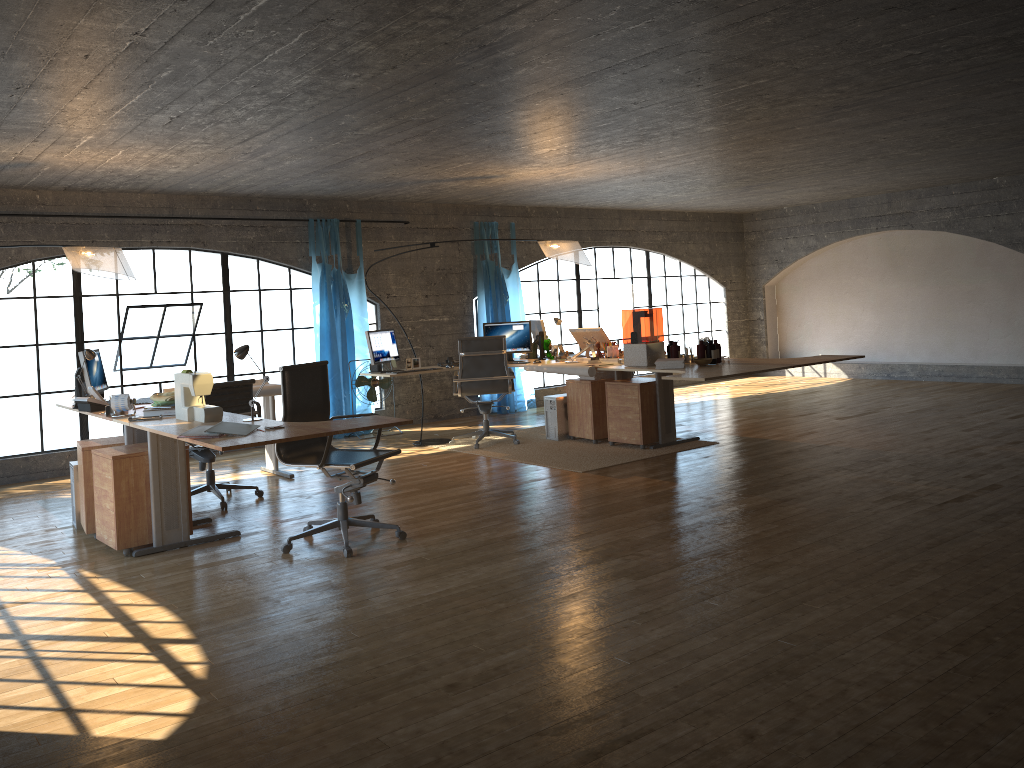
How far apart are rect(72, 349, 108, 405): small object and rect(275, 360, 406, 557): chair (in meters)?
2.00

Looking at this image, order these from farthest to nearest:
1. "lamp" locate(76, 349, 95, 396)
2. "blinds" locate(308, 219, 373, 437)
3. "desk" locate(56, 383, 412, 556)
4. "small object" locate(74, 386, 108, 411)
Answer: "blinds" locate(308, 219, 373, 437) < "lamp" locate(76, 349, 95, 396) < "small object" locate(74, 386, 108, 411) < "desk" locate(56, 383, 412, 556)

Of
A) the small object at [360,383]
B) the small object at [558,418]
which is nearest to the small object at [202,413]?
the small object at [558,418]

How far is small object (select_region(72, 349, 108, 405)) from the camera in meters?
6.1

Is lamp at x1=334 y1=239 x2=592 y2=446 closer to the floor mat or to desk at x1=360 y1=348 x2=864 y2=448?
the floor mat

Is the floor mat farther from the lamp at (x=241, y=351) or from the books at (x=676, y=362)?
the lamp at (x=241, y=351)

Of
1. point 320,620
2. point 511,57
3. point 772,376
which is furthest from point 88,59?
point 772,376

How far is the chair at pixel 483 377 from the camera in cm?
807

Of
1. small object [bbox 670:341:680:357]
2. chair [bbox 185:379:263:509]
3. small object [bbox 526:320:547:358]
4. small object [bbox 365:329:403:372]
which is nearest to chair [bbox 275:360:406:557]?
chair [bbox 185:379:263:509]

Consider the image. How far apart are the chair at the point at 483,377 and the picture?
0.4m
